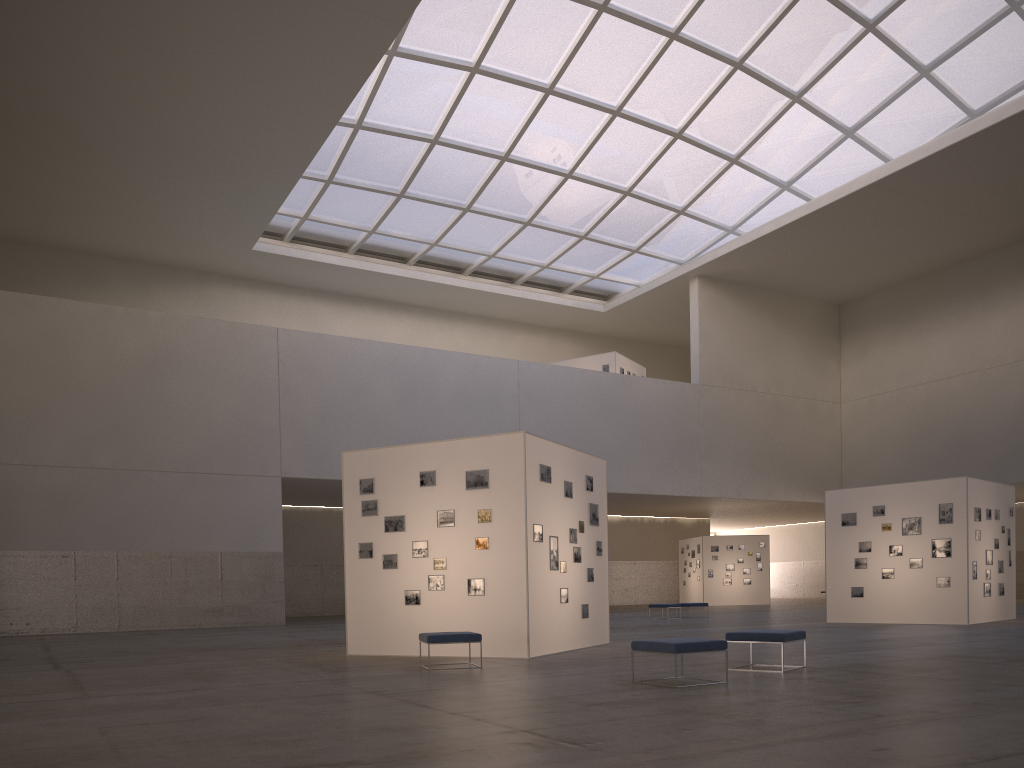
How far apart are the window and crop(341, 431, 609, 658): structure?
24.81m

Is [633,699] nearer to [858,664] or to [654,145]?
[858,664]

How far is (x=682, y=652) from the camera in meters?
11.6 m

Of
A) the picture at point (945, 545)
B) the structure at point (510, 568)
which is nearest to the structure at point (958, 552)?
the picture at point (945, 545)

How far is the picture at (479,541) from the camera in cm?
1762

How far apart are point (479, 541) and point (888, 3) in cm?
3559

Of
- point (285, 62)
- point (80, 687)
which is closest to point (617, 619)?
point (285, 62)

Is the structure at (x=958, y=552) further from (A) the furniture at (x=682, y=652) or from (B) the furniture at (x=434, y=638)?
(B) the furniture at (x=434, y=638)

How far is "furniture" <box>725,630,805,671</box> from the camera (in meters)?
13.38

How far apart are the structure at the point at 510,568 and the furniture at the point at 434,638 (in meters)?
1.92
